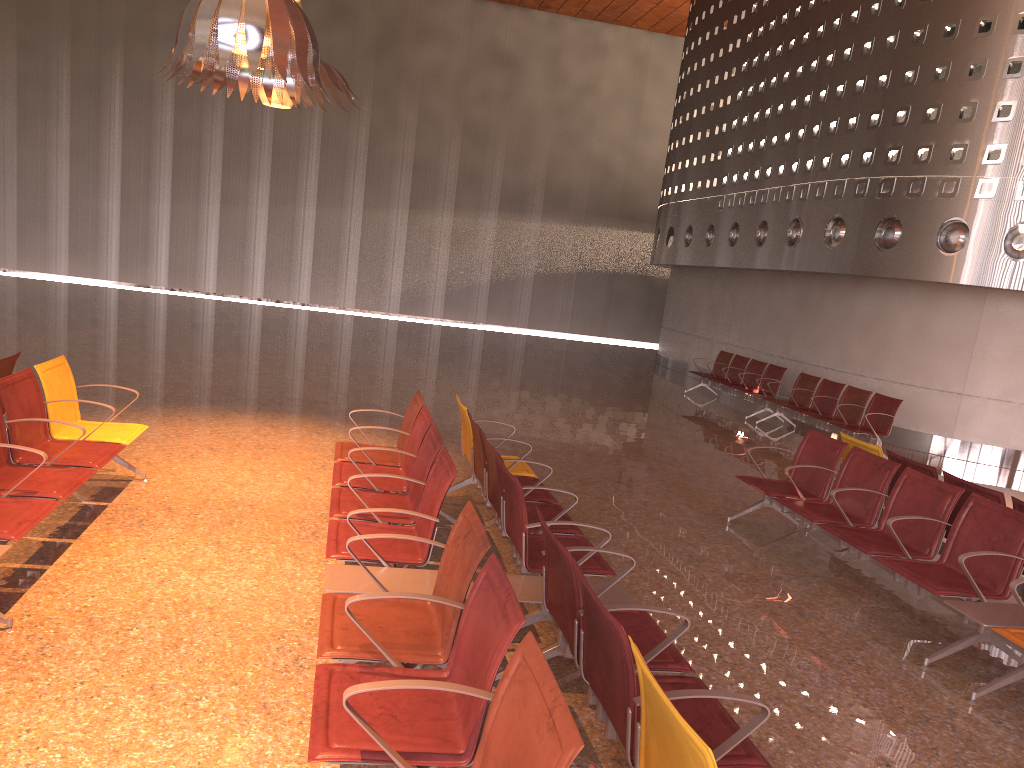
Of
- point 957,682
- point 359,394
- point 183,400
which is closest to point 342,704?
point 957,682

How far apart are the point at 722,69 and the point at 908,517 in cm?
1519

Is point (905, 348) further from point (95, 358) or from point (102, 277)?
point (102, 277)
